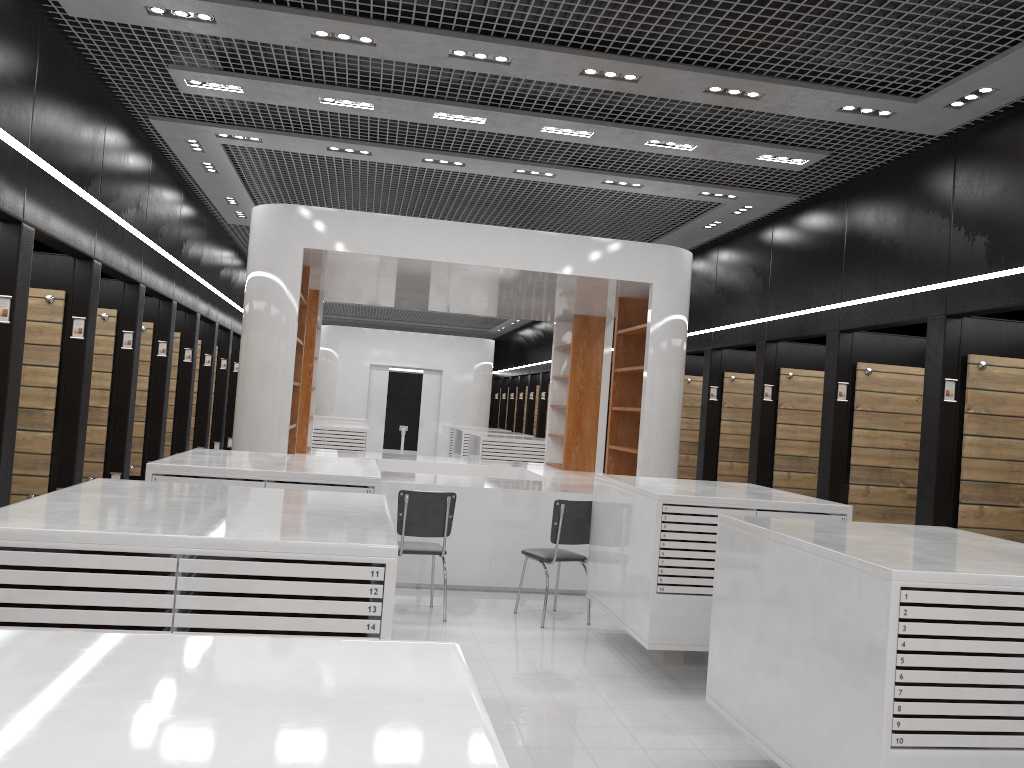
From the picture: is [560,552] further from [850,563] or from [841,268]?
[850,563]

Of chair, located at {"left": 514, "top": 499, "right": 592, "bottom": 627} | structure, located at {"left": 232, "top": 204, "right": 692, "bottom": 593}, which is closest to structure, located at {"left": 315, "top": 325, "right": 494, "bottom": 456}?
structure, located at {"left": 232, "top": 204, "right": 692, "bottom": 593}

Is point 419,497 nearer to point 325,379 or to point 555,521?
point 555,521

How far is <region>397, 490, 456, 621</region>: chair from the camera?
6.7m

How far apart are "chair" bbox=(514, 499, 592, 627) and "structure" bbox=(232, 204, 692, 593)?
0.89m

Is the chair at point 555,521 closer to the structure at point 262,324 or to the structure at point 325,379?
the structure at point 262,324

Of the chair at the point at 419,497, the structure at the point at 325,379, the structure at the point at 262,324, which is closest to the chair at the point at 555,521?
the chair at the point at 419,497

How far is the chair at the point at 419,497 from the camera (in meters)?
6.73

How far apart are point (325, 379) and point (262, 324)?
13.2m

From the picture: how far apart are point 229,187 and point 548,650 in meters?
6.4
